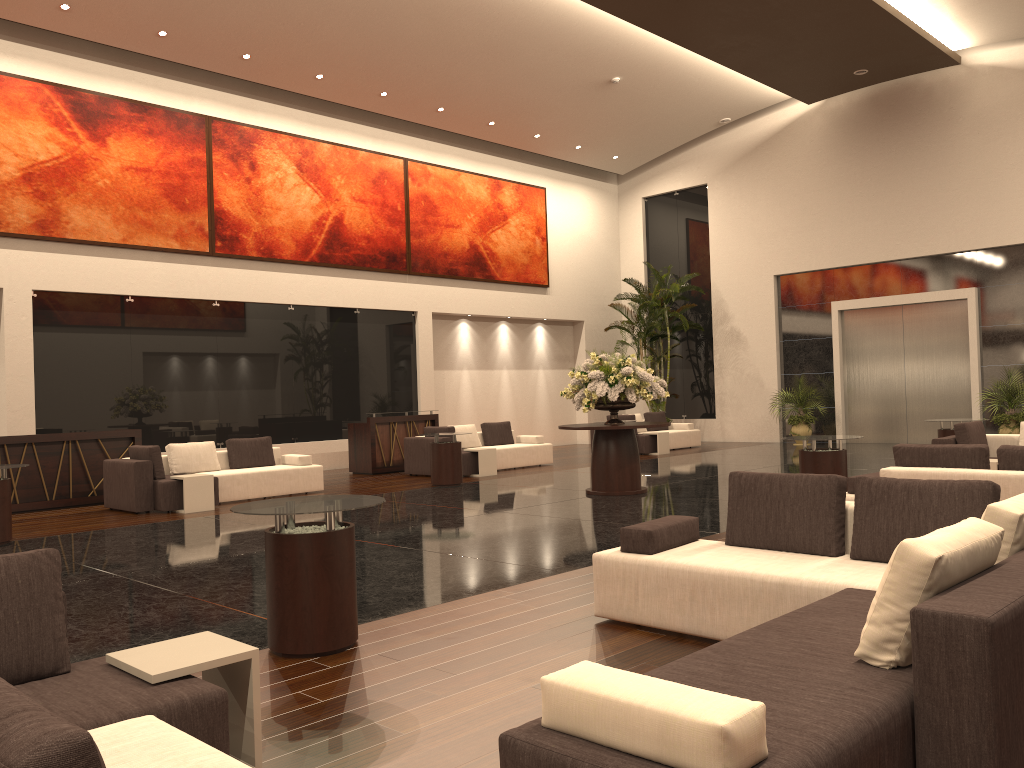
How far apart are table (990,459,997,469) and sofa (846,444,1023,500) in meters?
3.1 m

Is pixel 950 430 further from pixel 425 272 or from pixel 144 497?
pixel 425 272

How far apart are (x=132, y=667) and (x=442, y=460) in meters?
10.5 m

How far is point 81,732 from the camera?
1.4m

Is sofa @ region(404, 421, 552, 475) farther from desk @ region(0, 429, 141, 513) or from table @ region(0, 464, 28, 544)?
table @ region(0, 464, 28, 544)

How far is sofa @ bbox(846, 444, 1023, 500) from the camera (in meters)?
6.45

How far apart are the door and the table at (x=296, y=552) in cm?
1696

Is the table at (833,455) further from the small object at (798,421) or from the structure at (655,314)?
the structure at (655,314)

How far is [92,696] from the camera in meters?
2.9 m

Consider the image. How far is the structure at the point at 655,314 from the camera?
21.7m
